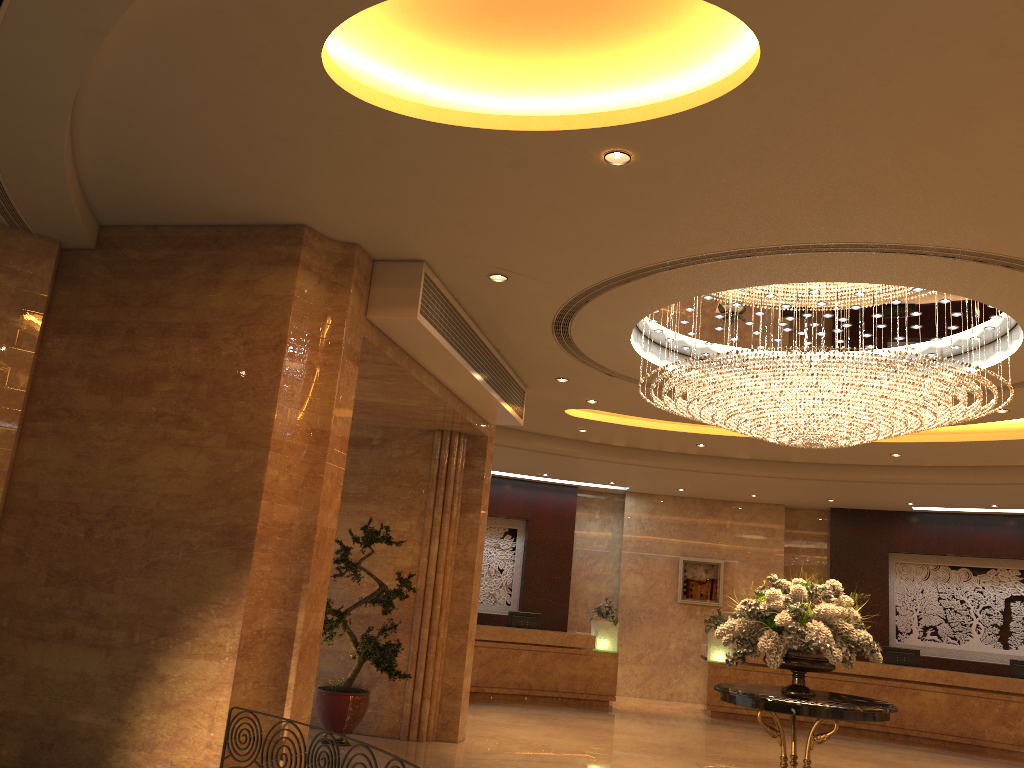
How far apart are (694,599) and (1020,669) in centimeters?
565cm

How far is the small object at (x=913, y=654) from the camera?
15.0 meters

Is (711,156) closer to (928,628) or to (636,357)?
(636,357)

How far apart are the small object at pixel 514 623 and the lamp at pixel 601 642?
1.00m

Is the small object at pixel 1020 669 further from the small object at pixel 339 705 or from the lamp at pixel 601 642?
the small object at pixel 339 705

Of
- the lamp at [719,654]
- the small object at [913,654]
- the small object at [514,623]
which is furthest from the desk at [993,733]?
the small object at [514,623]

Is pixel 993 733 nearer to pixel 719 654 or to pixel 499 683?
pixel 719 654

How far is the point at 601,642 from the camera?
15.30m

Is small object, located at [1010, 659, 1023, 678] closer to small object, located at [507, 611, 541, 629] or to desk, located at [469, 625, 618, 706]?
desk, located at [469, 625, 618, 706]

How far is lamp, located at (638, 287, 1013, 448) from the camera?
7.23m
